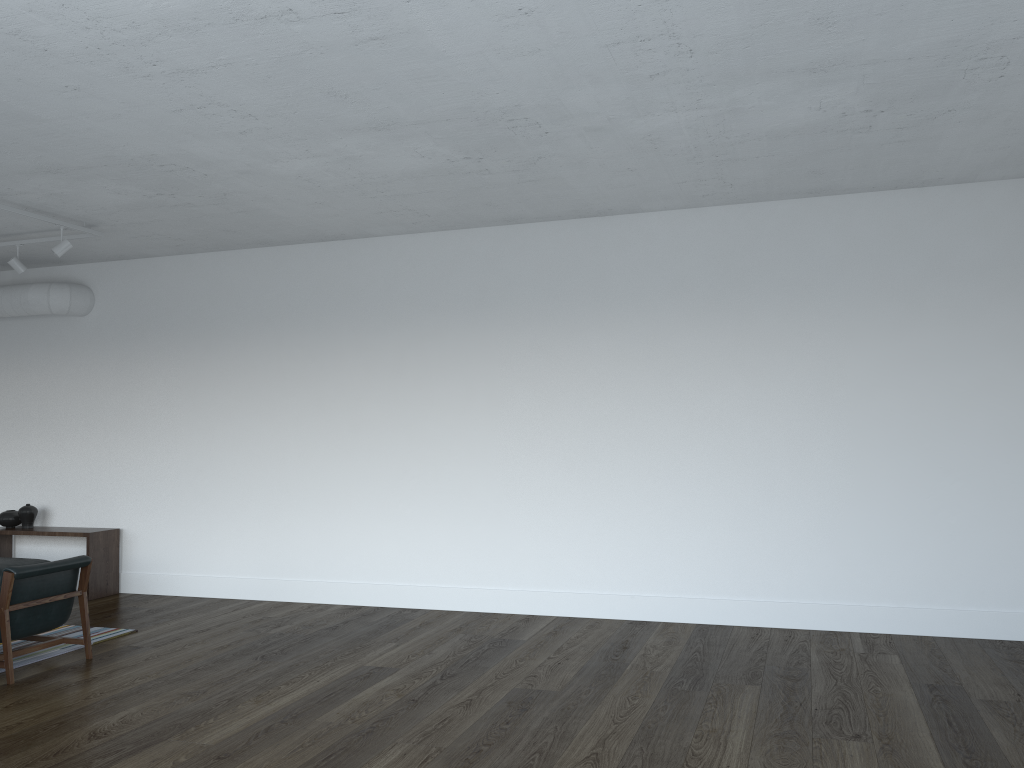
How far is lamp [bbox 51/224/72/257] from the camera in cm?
686

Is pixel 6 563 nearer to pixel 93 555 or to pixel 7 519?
pixel 93 555

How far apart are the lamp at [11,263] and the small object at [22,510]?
2.5m

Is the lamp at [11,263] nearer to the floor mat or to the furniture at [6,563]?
the furniture at [6,563]

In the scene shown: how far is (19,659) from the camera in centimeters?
593cm

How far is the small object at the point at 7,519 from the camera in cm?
861

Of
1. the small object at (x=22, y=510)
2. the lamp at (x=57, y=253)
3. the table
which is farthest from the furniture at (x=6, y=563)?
the lamp at (x=57, y=253)

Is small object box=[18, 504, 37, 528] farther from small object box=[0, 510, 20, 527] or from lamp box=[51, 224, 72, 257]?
lamp box=[51, 224, 72, 257]

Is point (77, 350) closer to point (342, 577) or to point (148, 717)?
point (342, 577)

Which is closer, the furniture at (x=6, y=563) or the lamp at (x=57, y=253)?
the lamp at (x=57, y=253)
